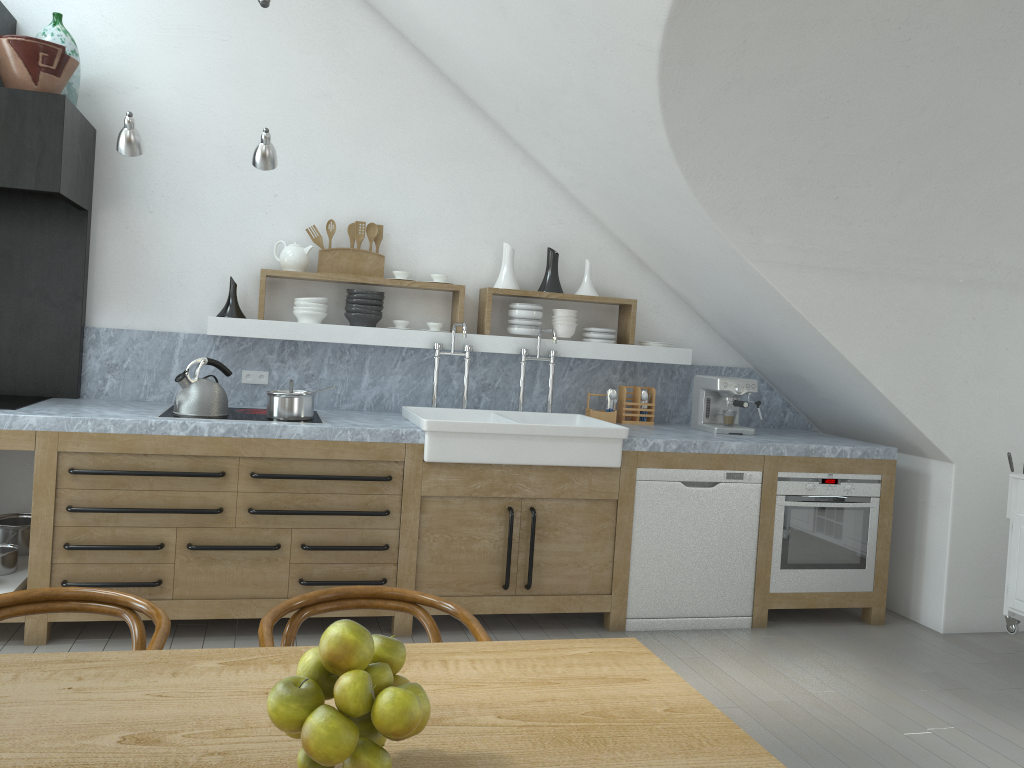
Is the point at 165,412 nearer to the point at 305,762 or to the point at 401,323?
the point at 401,323

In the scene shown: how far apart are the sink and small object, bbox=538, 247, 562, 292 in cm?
72

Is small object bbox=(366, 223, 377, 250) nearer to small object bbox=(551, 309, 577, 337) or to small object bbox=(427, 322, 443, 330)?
small object bbox=(427, 322, 443, 330)

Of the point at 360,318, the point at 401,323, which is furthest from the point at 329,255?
the point at 401,323

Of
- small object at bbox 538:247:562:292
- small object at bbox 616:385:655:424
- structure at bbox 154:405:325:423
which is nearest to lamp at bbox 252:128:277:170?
structure at bbox 154:405:325:423

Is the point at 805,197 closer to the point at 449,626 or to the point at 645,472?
the point at 645,472

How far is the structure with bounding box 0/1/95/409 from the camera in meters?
3.8 m

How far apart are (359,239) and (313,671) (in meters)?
3.85

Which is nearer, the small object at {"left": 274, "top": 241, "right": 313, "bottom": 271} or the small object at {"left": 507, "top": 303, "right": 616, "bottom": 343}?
the small object at {"left": 274, "top": 241, "right": 313, "bottom": 271}

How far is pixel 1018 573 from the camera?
4.3 meters
